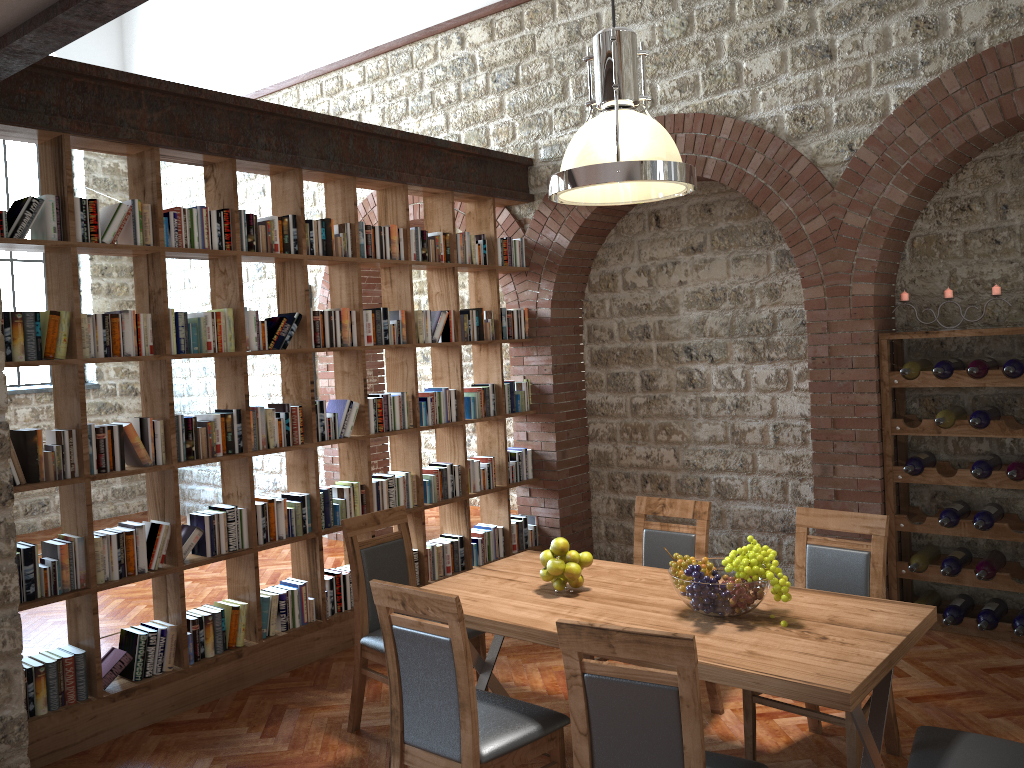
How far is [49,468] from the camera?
4.00m

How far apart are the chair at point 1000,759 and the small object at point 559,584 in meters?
1.3

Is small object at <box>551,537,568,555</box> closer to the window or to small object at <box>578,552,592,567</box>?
small object at <box>578,552,592,567</box>

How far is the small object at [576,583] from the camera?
3.5m

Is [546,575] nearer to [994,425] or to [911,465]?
[911,465]

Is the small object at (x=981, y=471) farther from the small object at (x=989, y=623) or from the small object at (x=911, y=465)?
the small object at (x=989, y=623)

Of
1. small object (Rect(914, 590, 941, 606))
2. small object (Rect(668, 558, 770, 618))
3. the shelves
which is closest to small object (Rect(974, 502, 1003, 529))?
the shelves

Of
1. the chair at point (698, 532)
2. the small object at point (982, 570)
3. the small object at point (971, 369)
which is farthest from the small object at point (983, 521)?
the chair at point (698, 532)

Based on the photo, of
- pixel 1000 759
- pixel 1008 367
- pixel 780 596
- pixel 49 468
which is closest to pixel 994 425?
pixel 1008 367

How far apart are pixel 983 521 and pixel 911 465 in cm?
46
